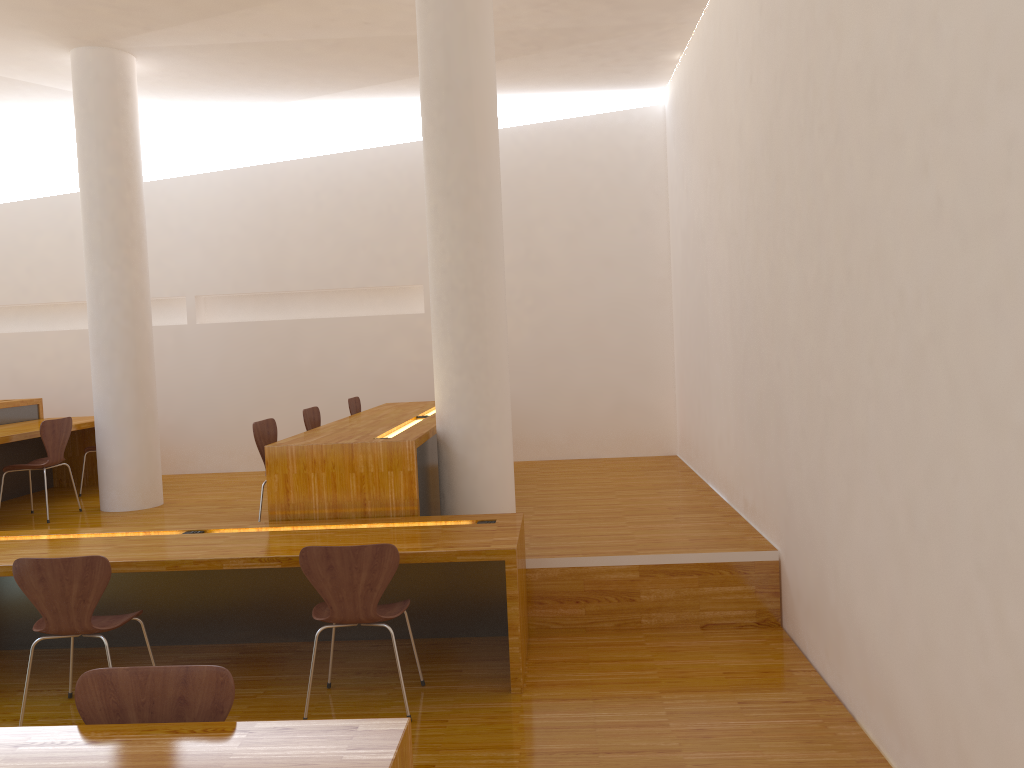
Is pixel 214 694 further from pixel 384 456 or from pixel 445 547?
pixel 384 456

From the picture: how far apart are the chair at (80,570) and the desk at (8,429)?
2.80m

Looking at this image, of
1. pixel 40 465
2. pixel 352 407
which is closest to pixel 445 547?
pixel 352 407

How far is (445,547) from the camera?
A: 3.69m

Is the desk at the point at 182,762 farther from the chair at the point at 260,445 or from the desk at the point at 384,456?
the chair at the point at 260,445

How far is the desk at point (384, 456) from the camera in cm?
442

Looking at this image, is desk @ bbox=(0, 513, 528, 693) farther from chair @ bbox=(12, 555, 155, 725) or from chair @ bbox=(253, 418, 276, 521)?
chair @ bbox=(253, 418, 276, 521)

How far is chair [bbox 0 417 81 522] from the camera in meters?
Result: 6.0

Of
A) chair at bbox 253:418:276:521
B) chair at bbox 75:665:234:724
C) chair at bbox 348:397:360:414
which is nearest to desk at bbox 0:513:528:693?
chair at bbox 253:418:276:521

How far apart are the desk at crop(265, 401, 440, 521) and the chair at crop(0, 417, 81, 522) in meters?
2.1 m
